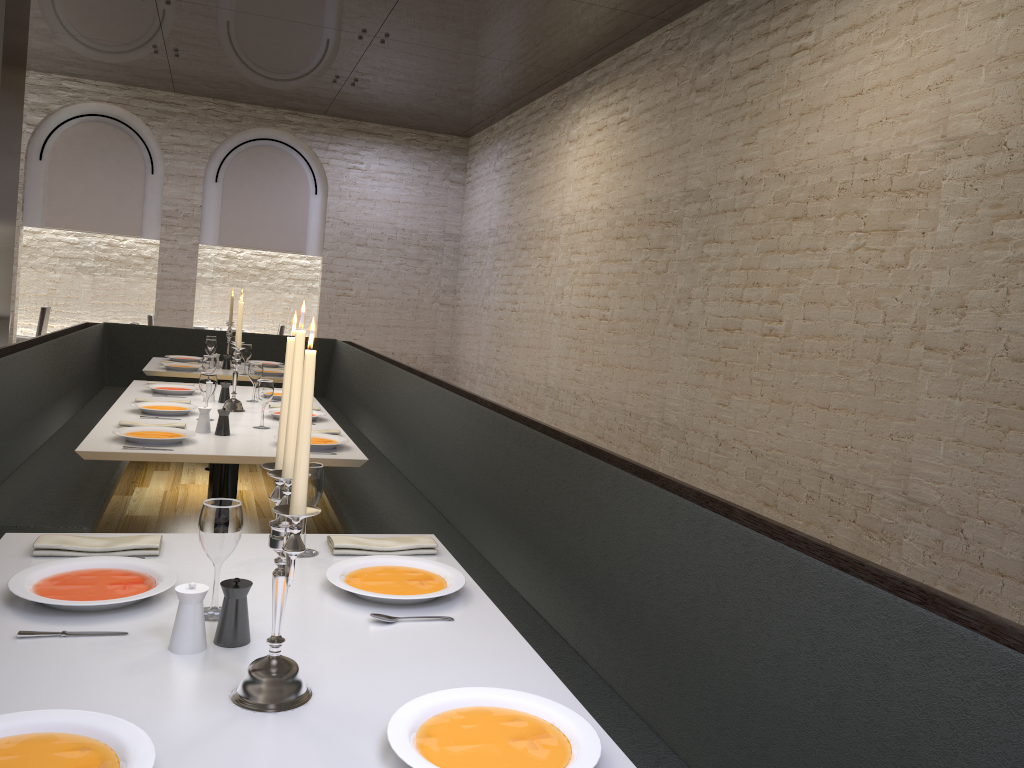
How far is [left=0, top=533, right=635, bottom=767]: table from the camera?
1.34m

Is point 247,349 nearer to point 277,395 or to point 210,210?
point 277,395

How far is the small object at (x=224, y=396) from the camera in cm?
499

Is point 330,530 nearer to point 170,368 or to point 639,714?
point 170,368

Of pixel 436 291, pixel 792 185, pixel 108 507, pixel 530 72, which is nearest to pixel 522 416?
pixel 792 185

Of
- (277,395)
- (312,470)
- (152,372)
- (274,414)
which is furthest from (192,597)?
(152,372)

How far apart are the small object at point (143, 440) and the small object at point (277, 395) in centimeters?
151cm

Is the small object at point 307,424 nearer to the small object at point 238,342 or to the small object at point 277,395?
the small object at point 238,342

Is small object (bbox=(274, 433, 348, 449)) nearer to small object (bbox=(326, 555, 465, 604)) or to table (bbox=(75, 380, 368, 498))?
table (bbox=(75, 380, 368, 498))

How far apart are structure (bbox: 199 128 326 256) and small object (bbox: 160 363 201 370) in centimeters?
568cm
